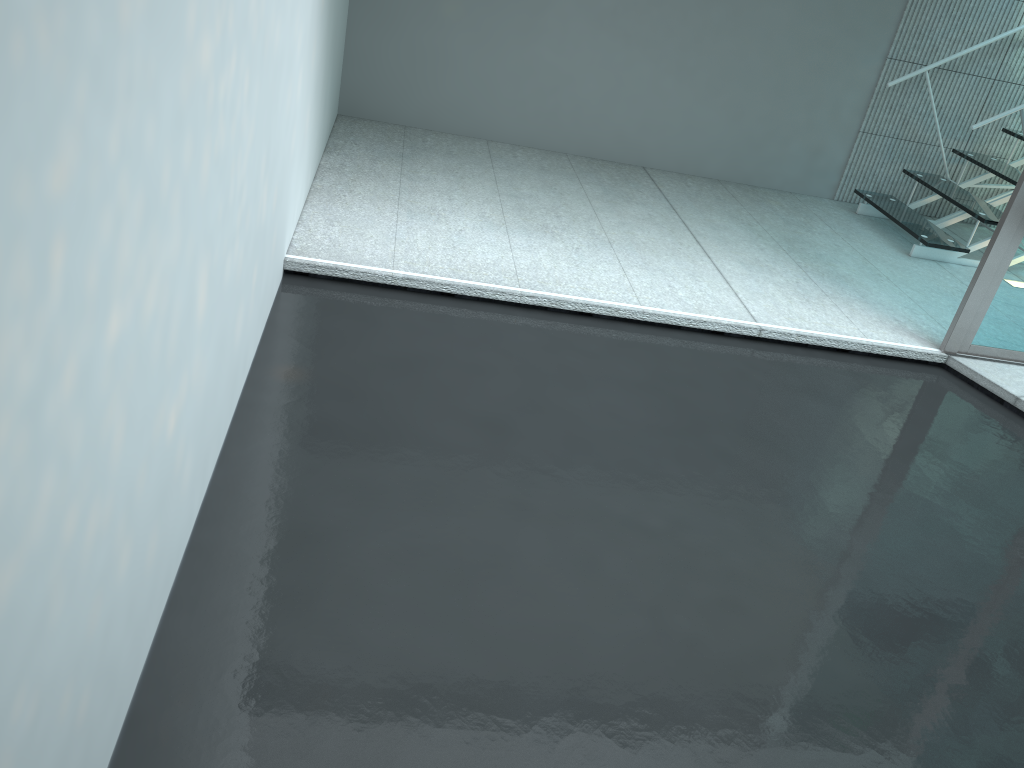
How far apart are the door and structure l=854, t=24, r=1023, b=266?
1.04m

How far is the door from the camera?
3.1m

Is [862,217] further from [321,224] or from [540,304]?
[321,224]

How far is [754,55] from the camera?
4.7m

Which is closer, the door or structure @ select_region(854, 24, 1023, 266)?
the door

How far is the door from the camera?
3.12m

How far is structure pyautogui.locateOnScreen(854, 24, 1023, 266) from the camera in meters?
4.3
